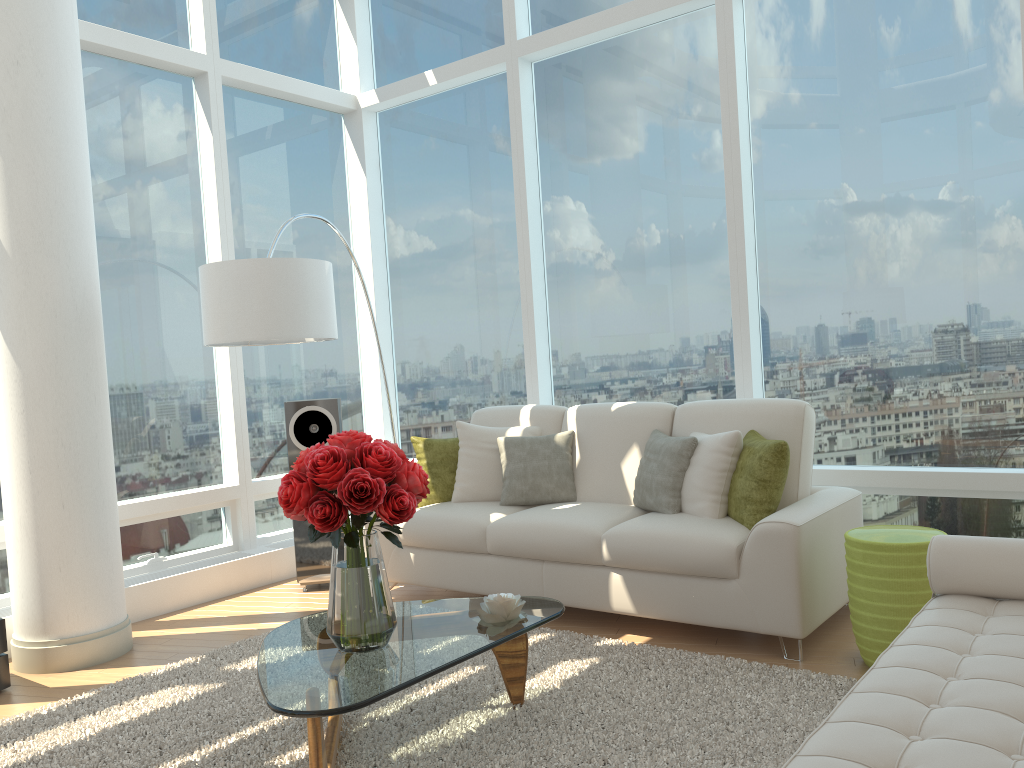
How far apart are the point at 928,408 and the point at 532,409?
2.15m

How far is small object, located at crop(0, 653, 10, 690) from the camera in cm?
389

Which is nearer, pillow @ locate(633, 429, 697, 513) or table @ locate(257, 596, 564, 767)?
table @ locate(257, 596, 564, 767)

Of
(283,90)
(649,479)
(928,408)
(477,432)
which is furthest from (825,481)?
(283,90)

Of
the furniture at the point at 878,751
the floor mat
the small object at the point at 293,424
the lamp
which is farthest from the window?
the furniture at the point at 878,751

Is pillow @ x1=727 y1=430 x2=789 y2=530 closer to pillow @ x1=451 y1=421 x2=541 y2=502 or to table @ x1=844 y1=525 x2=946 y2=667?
table @ x1=844 y1=525 x2=946 y2=667

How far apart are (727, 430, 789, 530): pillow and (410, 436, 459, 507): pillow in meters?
1.7

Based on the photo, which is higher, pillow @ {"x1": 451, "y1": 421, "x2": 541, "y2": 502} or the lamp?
the lamp

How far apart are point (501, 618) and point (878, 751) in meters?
1.5

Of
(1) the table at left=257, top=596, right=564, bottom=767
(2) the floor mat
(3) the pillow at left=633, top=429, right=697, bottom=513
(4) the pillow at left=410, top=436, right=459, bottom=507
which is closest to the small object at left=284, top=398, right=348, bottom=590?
(4) the pillow at left=410, top=436, right=459, bottom=507
